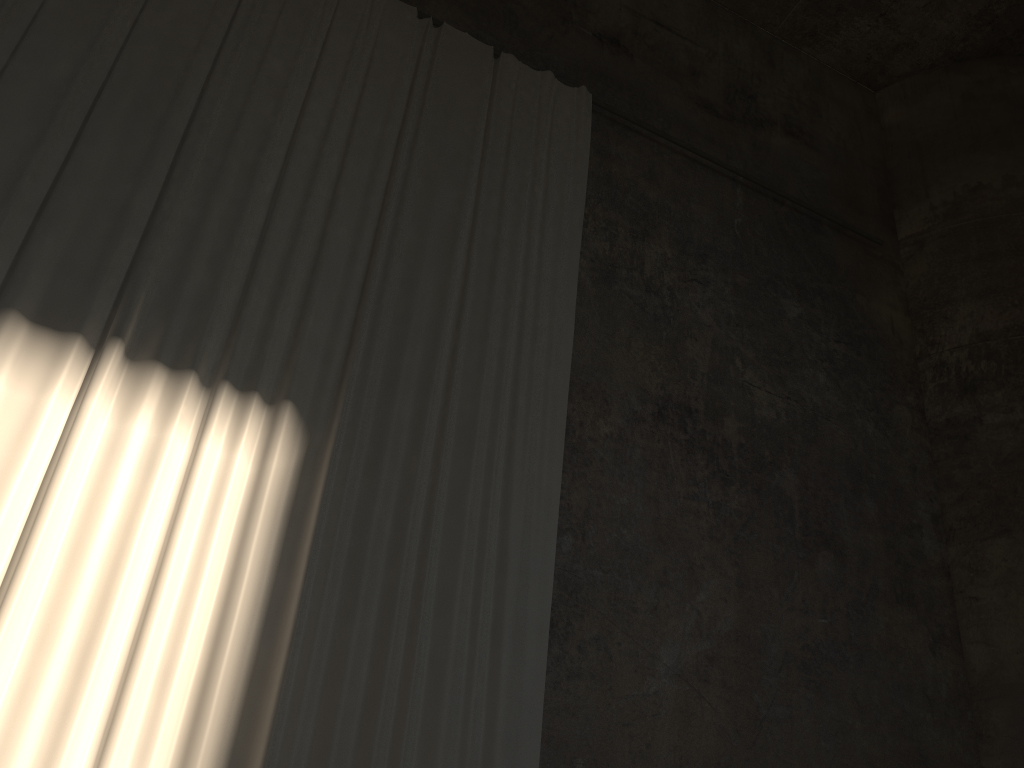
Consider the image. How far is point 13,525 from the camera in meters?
4.5 m

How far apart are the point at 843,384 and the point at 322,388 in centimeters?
508cm

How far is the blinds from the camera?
4.5 meters

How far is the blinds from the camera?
4.5m
